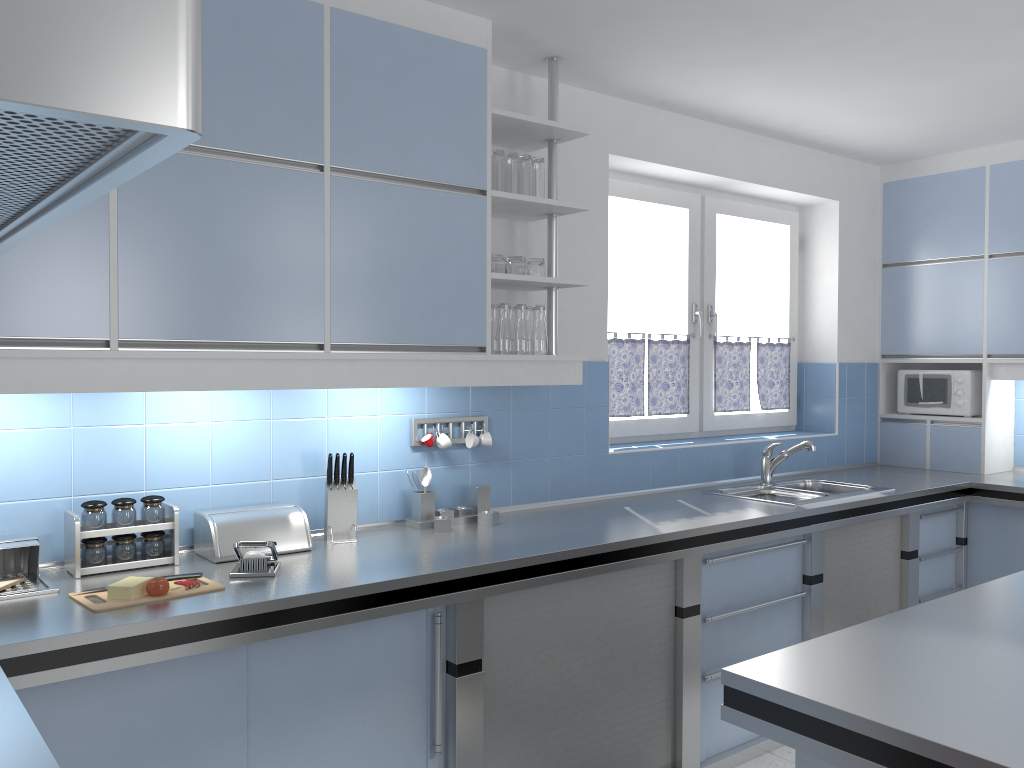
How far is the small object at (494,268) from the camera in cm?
314

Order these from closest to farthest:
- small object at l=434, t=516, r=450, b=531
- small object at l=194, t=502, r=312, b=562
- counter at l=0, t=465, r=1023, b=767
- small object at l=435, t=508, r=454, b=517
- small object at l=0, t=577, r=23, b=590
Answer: counter at l=0, t=465, r=1023, b=767, small object at l=0, t=577, r=23, b=590, small object at l=194, t=502, r=312, b=562, small object at l=434, t=516, r=450, b=531, small object at l=435, t=508, r=454, b=517

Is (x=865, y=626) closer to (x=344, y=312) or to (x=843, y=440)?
(x=344, y=312)

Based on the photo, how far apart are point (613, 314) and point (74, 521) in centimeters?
263cm

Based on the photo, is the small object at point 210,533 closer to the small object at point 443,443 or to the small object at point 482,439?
the small object at point 443,443

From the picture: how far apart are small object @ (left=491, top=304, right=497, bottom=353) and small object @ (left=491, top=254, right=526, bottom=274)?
0.1 meters

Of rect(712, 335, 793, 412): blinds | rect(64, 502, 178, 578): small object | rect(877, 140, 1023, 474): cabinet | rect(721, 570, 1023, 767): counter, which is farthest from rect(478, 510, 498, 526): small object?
rect(877, 140, 1023, 474): cabinet

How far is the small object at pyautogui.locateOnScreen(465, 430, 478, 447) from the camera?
3.3m

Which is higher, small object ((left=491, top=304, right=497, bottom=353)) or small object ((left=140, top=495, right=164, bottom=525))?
small object ((left=491, top=304, right=497, bottom=353))

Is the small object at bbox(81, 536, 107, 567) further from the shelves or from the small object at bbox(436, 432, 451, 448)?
the shelves
